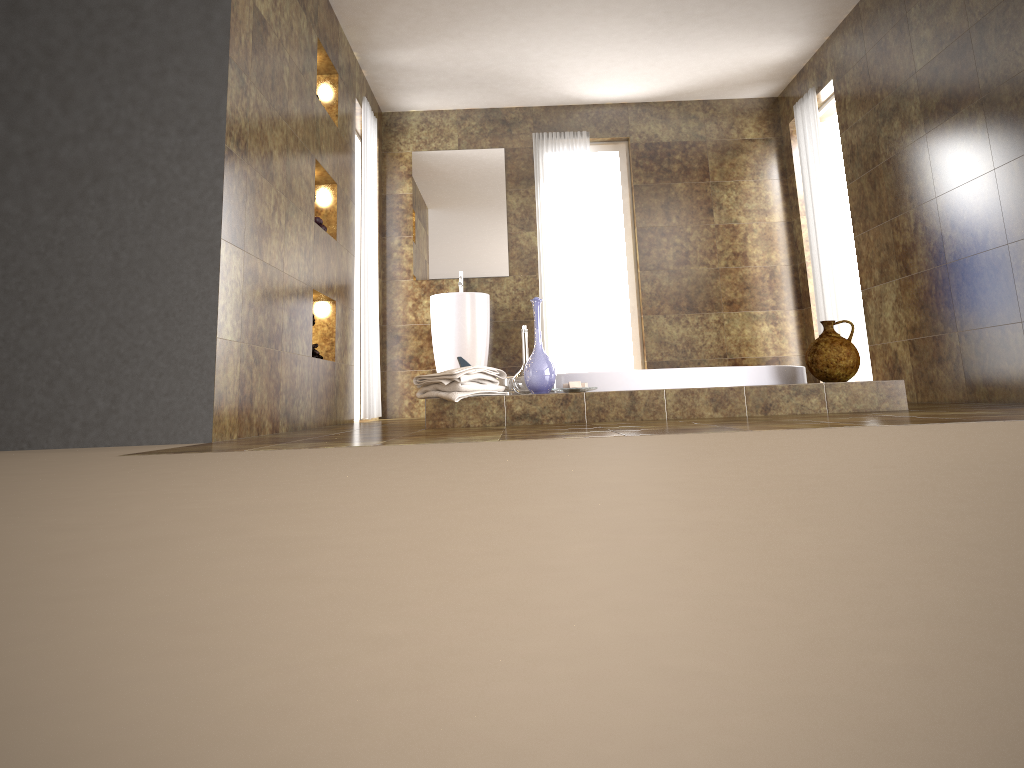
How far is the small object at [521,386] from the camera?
3.9m

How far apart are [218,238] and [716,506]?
2.67m

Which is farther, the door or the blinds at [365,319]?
the door

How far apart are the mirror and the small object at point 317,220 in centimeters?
211cm

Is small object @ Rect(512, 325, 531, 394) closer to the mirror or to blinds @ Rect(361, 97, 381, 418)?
blinds @ Rect(361, 97, 381, 418)

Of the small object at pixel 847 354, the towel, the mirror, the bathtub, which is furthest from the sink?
the small object at pixel 847 354

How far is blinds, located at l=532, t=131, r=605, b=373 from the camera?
6.9 meters

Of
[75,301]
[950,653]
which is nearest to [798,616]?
[950,653]

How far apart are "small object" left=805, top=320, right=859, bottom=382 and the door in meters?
2.9

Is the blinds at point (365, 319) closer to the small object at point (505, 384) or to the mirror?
the mirror
